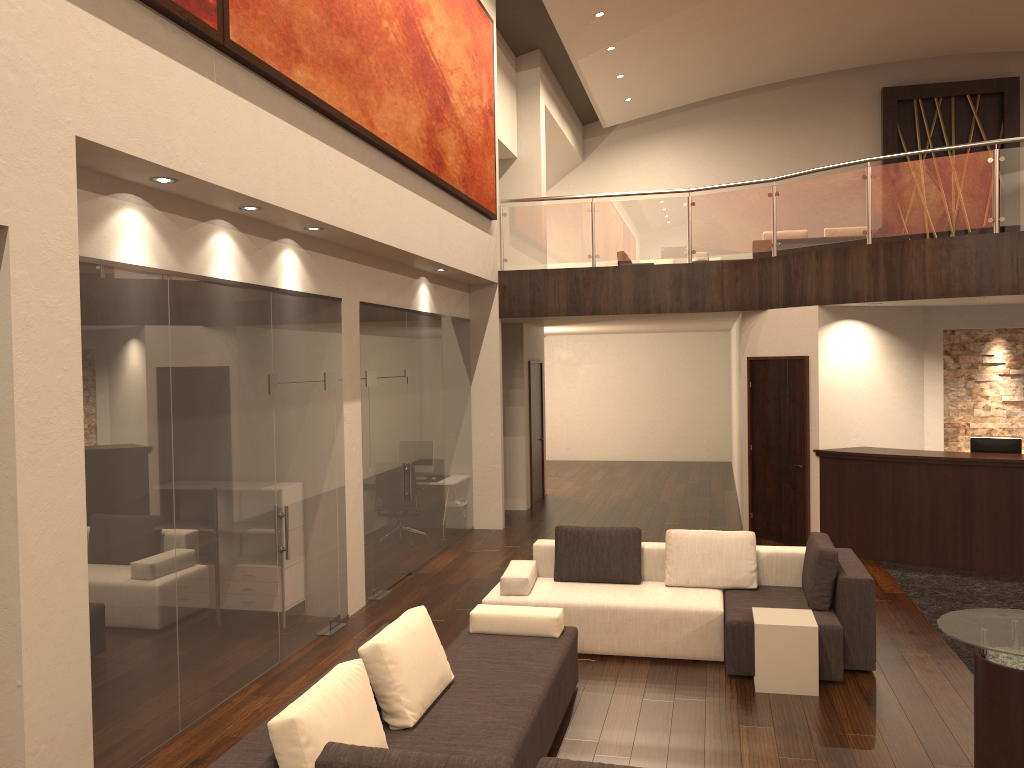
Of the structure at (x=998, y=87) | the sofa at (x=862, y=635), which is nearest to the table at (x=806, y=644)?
the sofa at (x=862, y=635)

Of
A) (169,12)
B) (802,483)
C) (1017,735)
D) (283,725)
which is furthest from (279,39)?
(802,483)

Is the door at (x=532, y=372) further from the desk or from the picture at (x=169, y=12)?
the picture at (x=169, y=12)

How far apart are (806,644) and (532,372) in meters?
8.3

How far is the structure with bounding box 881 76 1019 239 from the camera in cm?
1750

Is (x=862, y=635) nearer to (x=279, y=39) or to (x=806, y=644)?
(x=806, y=644)

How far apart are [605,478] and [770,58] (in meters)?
8.45

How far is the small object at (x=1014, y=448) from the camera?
9.37m

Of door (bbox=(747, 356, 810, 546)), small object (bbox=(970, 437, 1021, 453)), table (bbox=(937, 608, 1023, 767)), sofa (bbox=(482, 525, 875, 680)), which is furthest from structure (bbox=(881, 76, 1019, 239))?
table (bbox=(937, 608, 1023, 767))

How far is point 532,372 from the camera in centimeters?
1375cm
